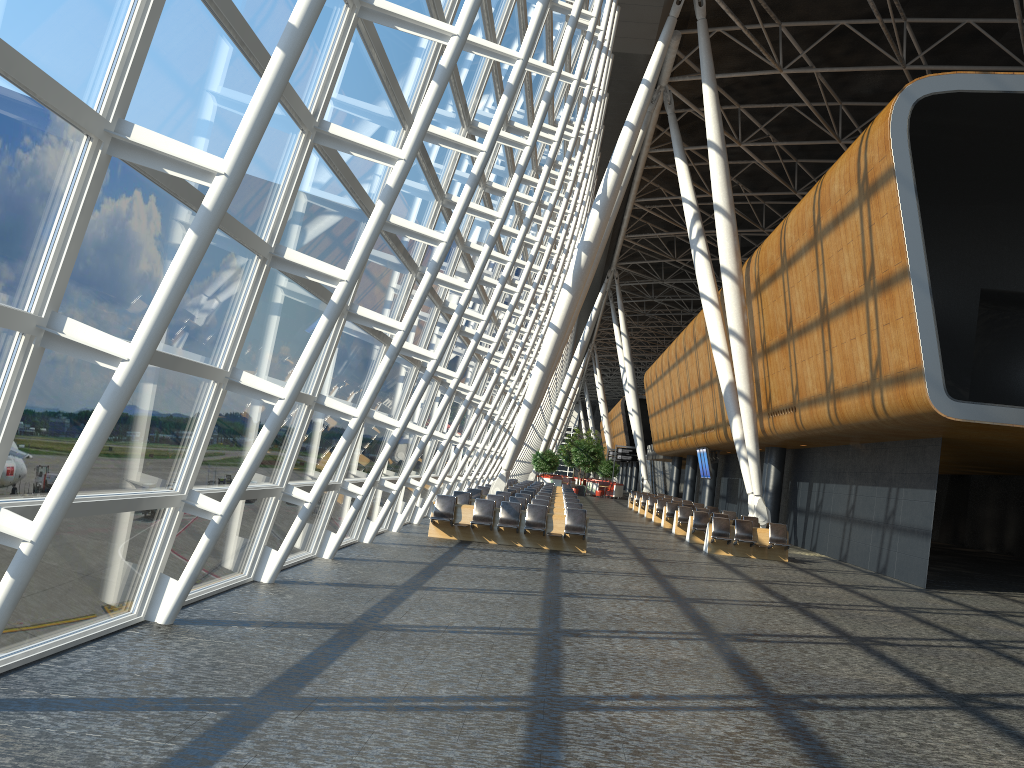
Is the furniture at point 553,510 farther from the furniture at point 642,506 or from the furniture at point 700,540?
the furniture at point 642,506

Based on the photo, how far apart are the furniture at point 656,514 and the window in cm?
954

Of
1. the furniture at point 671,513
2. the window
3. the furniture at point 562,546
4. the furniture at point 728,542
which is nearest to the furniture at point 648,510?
the furniture at point 671,513

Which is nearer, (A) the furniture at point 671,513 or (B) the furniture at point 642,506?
(A) the furniture at point 671,513

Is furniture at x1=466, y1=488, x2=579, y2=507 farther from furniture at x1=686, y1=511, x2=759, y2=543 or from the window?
furniture at x1=686, y1=511, x2=759, y2=543

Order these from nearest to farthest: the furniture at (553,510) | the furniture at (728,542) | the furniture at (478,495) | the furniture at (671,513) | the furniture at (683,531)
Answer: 1. the furniture at (728,542)
2. the furniture at (553,510)
3. the furniture at (478,495)
4. the furniture at (683,531)
5. the furniture at (671,513)

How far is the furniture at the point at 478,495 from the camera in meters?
24.0 m

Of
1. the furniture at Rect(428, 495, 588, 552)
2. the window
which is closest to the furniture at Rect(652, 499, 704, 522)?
the window

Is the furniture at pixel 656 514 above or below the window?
below

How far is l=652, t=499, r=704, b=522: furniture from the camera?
32.5m
